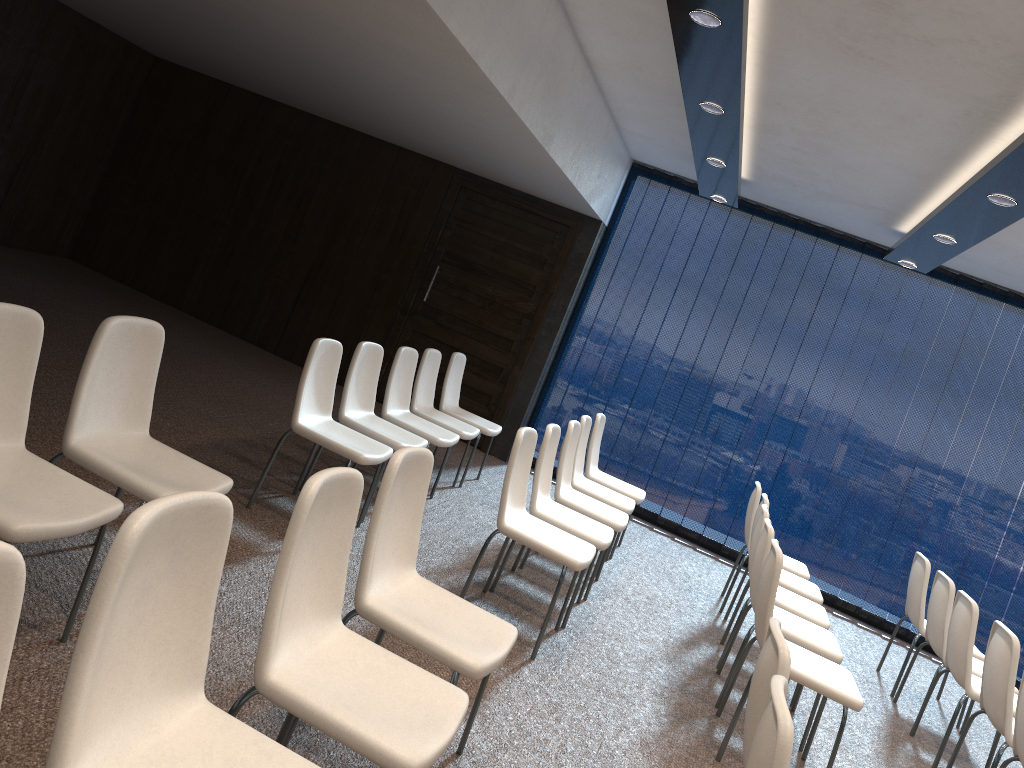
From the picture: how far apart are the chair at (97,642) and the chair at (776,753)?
1.0m

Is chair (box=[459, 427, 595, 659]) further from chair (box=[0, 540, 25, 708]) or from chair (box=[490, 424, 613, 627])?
chair (box=[0, 540, 25, 708])

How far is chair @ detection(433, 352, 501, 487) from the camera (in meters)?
6.84

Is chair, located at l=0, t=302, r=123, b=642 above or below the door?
below

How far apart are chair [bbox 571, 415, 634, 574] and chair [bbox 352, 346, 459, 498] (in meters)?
0.87

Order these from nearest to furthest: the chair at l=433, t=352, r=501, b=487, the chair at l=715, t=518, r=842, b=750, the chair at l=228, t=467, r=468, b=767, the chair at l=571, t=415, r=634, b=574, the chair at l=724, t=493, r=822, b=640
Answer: the chair at l=228, t=467, r=468, b=767, the chair at l=715, t=518, r=842, b=750, the chair at l=724, t=493, r=822, b=640, the chair at l=571, t=415, r=634, b=574, the chair at l=433, t=352, r=501, b=487

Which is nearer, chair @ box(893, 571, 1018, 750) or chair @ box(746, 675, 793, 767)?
chair @ box(746, 675, 793, 767)

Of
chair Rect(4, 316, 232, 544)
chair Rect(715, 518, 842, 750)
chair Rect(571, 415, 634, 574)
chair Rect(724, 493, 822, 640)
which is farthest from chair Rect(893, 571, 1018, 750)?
chair Rect(4, 316, 232, 544)

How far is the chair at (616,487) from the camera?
6.57m

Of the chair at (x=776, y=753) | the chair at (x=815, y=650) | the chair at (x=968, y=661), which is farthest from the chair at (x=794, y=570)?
the chair at (x=776, y=753)
